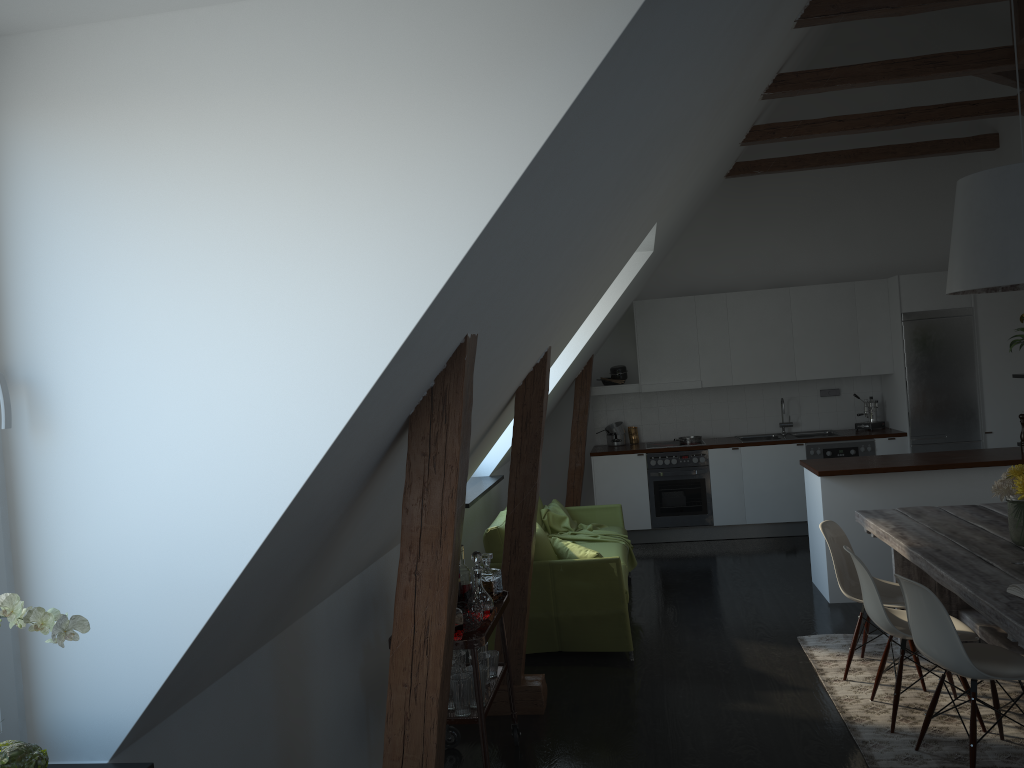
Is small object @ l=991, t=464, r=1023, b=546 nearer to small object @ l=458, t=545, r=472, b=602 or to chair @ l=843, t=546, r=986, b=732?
chair @ l=843, t=546, r=986, b=732

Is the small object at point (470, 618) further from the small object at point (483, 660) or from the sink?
the sink

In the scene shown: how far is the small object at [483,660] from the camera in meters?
3.8

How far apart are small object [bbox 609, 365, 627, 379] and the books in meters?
5.8

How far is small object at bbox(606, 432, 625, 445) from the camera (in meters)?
9.04

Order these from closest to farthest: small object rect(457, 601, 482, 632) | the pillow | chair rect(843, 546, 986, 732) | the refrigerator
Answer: small object rect(457, 601, 482, 632) → chair rect(843, 546, 986, 732) → the pillow → the refrigerator

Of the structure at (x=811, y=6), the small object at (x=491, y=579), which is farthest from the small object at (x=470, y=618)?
the structure at (x=811, y=6)

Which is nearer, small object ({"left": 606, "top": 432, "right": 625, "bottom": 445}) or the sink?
the sink

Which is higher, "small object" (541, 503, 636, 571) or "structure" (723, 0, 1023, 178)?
"structure" (723, 0, 1023, 178)

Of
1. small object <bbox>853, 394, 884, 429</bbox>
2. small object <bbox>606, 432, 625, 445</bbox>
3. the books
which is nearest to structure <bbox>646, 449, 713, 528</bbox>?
small object <bbox>606, 432, 625, 445</bbox>
